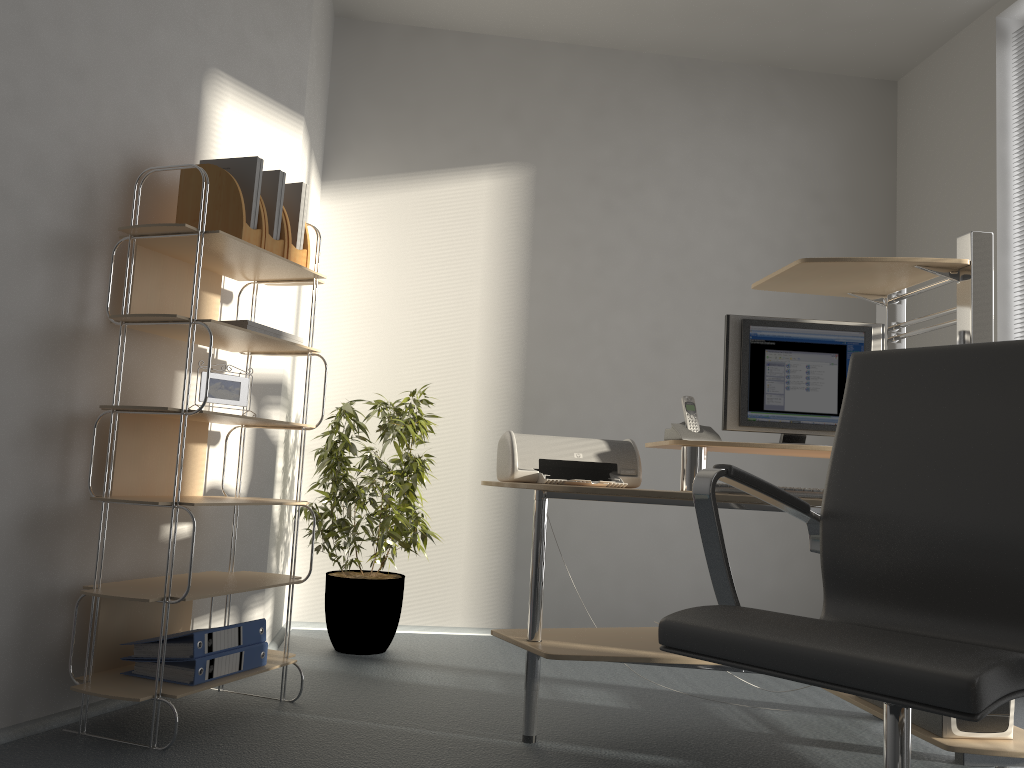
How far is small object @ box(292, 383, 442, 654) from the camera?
3.6m

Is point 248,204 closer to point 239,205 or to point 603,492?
point 239,205

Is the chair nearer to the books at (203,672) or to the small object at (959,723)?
the small object at (959,723)

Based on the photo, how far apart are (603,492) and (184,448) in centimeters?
113cm

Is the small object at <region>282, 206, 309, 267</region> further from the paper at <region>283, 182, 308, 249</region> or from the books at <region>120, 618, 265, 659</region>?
the books at <region>120, 618, 265, 659</region>

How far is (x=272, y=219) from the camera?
2.8 meters

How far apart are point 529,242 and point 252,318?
1.65m

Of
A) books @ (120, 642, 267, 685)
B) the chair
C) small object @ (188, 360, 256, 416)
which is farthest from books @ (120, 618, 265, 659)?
the chair

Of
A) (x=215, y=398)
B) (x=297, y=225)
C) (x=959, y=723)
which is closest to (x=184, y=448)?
(x=215, y=398)

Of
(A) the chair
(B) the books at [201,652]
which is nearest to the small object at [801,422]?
(A) the chair
